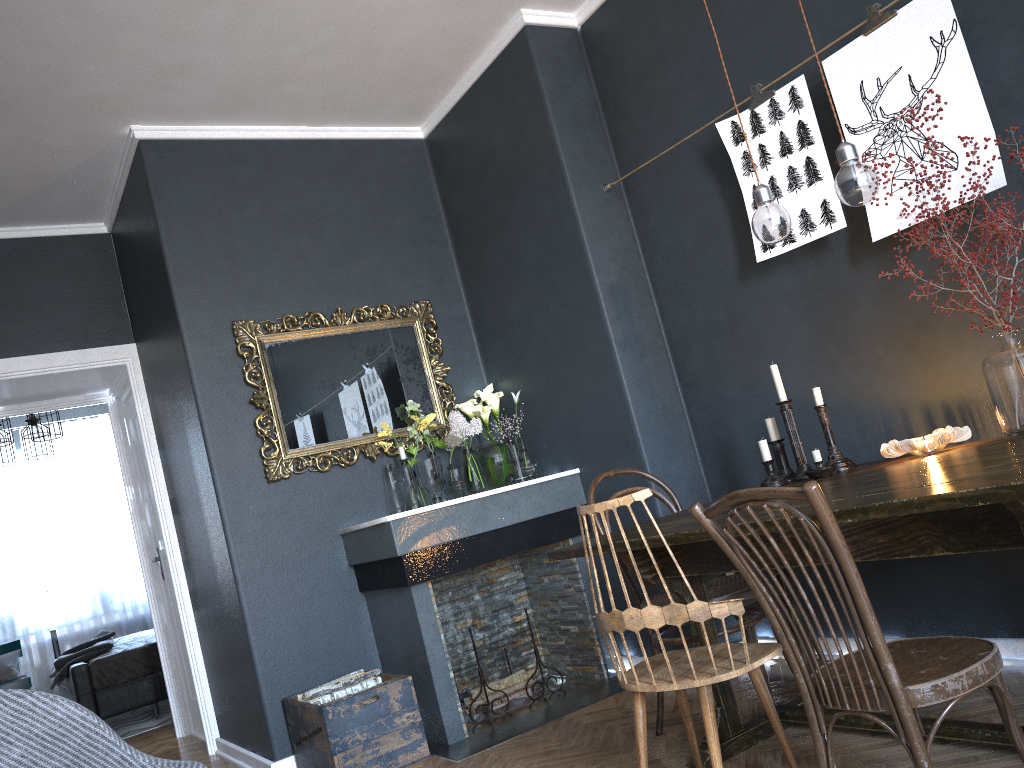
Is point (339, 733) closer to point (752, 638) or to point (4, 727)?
point (752, 638)

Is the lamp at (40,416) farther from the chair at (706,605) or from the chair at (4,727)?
the chair at (706,605)

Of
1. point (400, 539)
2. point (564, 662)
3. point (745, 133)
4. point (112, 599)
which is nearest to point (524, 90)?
point (745, 133)

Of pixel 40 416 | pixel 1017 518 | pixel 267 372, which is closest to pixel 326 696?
pixel 267 372

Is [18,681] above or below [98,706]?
above

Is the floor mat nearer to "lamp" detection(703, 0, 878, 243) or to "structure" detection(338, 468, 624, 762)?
"structure" detection(338, 468, 624, 762)

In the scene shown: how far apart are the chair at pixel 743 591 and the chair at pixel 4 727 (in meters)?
1.62

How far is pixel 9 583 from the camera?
8.32m

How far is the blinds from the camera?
8.3 meters

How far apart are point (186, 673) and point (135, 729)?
1.3m
